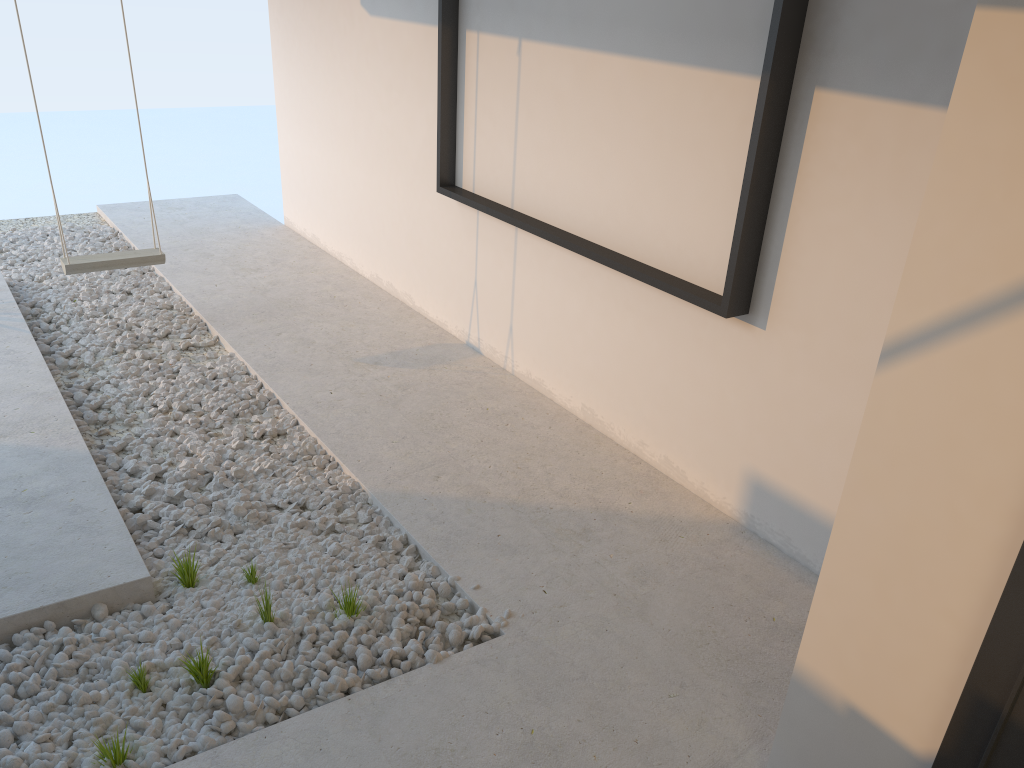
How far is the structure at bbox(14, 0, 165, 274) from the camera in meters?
Result: 4.3 m

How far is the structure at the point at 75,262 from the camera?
4.28m

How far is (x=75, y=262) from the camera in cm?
428
